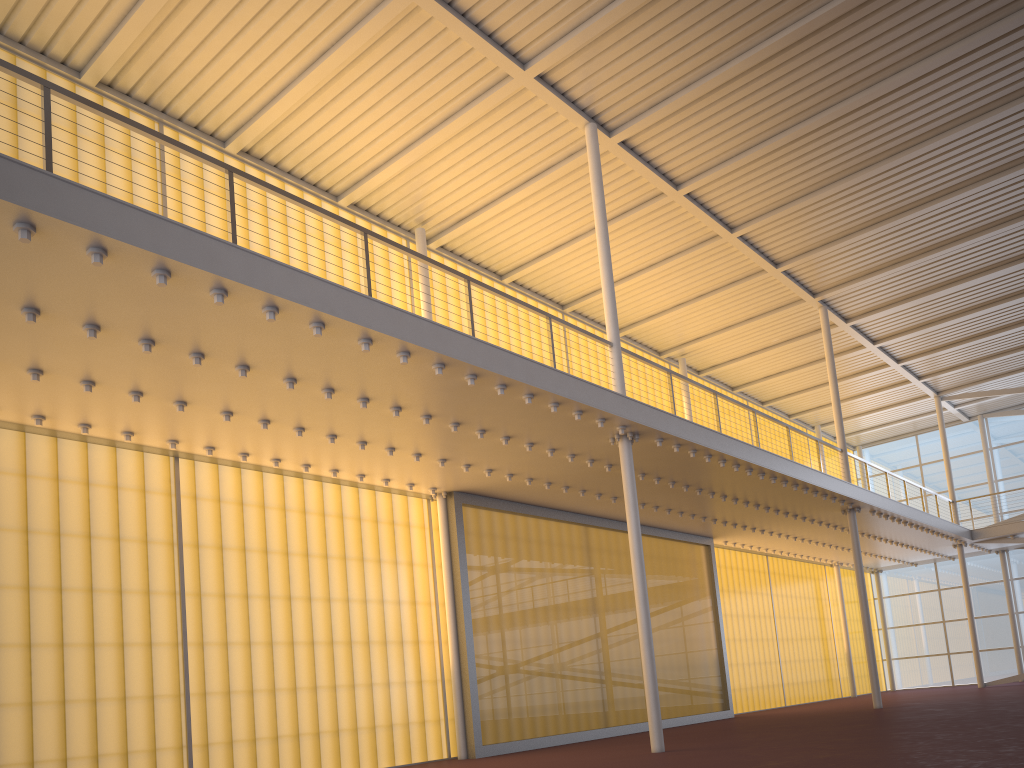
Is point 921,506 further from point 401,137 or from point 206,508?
point 206,508
